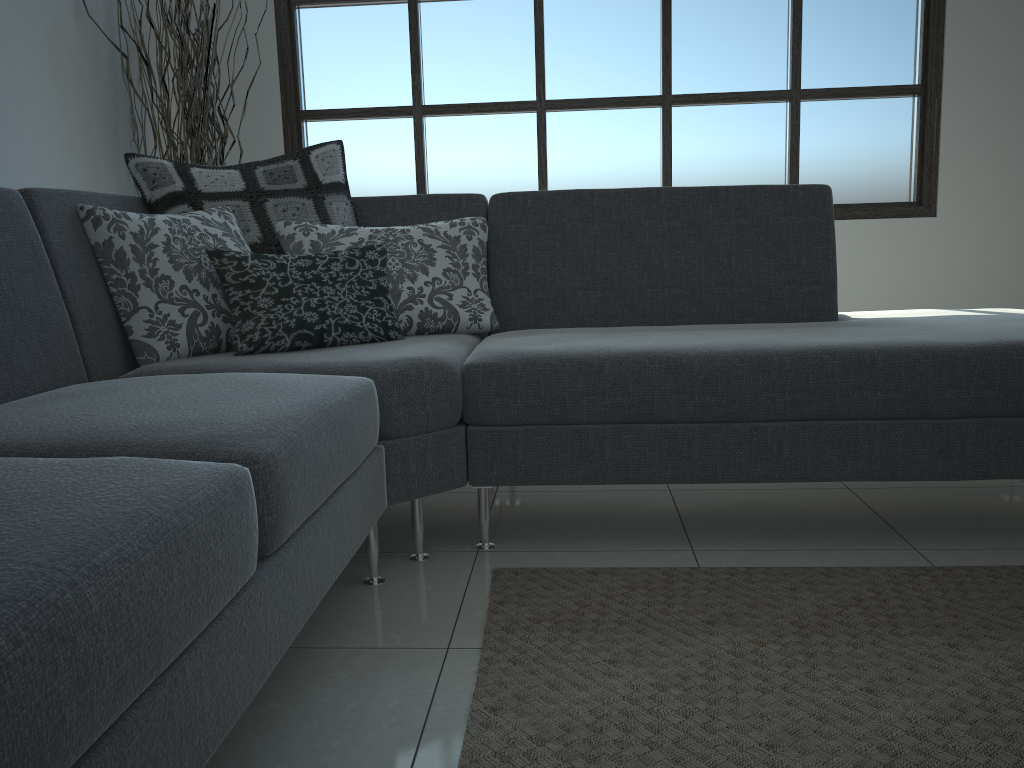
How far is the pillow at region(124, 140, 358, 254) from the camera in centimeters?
236cm

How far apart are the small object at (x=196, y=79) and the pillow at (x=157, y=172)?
1.2m

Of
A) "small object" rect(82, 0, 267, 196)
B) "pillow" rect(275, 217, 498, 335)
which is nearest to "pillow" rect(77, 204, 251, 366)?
"pillow" rect(275, 217, 498, 335)

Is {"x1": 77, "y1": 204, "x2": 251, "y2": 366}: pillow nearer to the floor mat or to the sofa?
the sofa

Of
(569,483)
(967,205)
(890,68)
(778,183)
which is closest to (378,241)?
(569,483)

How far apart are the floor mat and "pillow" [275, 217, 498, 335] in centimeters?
79cm

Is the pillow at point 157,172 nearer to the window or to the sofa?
the sofa

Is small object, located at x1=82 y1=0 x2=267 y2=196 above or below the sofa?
above

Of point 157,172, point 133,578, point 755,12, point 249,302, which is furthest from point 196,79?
point 133,578

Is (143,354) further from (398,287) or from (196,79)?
(196,79)
